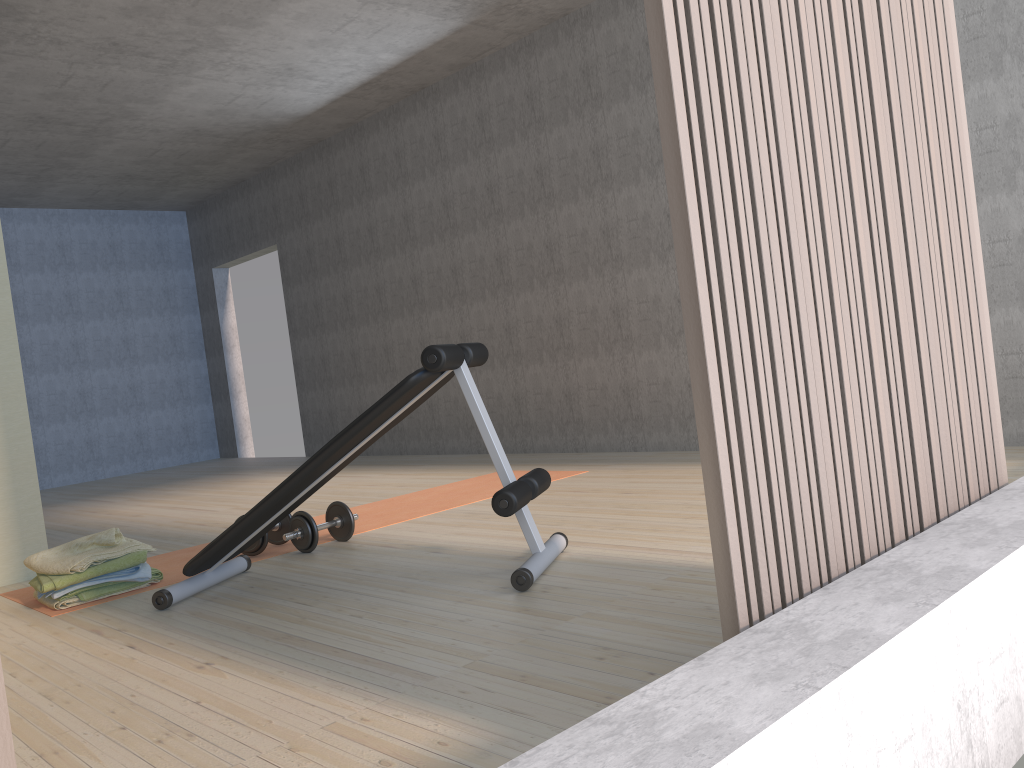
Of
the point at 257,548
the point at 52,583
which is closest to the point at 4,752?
the point at 52,583

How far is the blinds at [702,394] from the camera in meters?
1.3

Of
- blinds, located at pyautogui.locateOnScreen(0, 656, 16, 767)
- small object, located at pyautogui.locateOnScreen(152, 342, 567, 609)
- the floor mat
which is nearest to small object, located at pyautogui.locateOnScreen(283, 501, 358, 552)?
the floor mat

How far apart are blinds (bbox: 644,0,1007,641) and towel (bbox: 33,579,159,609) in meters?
2.7 m

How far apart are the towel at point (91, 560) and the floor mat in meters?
0.1

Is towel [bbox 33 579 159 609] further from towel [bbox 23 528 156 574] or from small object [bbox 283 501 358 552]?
small object [bbox 283 501 358 552]

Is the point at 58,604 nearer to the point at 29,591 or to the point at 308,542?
the point at 29,591

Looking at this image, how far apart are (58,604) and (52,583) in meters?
0.1

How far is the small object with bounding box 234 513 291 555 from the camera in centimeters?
363cm

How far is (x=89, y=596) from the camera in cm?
318
